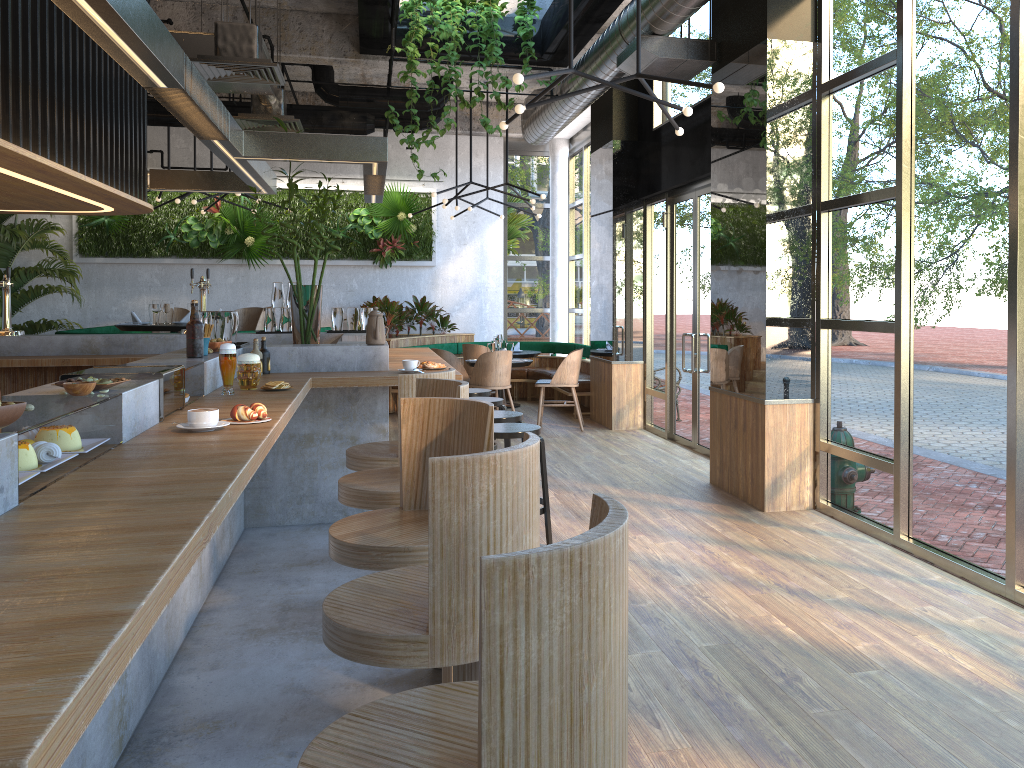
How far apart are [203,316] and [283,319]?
2.3 meters

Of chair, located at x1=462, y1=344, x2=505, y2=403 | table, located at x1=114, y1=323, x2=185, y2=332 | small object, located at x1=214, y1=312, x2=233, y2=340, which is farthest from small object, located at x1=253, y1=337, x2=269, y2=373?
chair, located at x1=462, y1=344, x2=505, y2=403

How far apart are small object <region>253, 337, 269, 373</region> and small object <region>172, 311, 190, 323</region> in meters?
4.8 m

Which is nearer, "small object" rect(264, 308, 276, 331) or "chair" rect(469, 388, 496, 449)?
"small object" rect(264, 308, 276, 331)

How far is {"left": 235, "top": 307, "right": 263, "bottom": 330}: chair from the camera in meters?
10.0 m

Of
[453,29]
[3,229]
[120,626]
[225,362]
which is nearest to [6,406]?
[120,626]

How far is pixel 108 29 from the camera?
2.66m

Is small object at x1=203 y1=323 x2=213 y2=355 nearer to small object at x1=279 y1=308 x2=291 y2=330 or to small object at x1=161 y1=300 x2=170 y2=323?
→ small object at x1=279 y1=308 x2=291 y2=330

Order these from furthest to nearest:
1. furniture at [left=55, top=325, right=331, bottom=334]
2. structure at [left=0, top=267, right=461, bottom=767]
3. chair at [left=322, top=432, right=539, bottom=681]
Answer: furniture at [left=55, top=325, right=331, bottom=334] < chair at [left=322, top=432, right=539, bottom=681] < structure at [left=0, top=267, right=461, bottom=767]

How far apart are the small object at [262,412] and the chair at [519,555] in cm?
165
